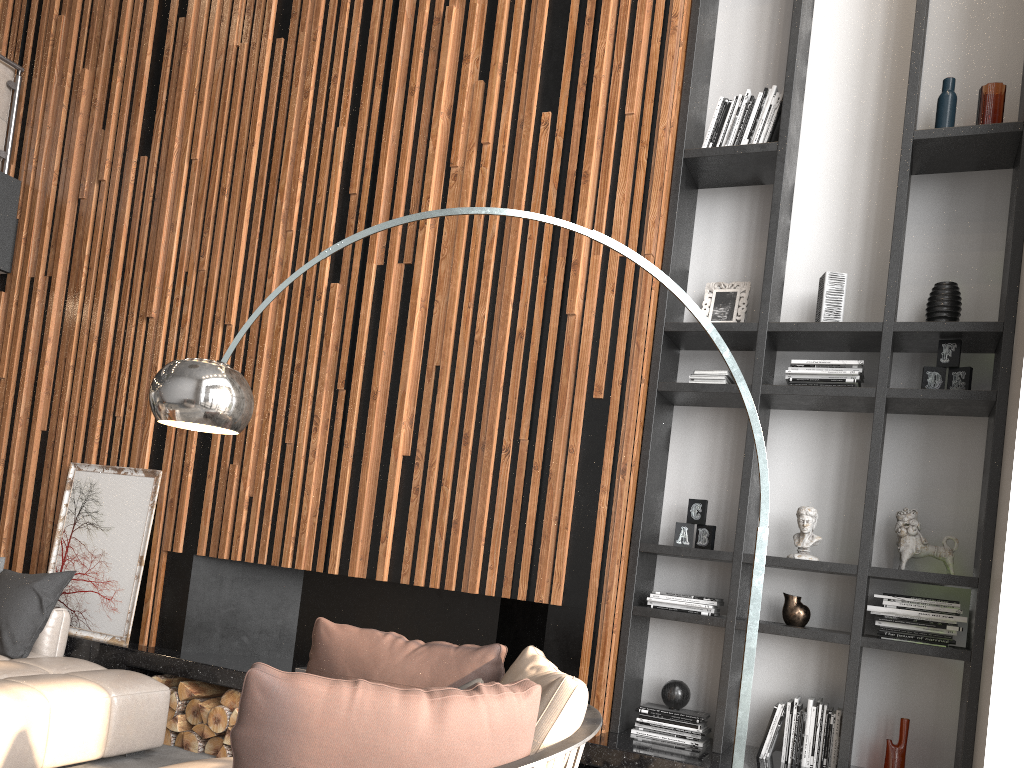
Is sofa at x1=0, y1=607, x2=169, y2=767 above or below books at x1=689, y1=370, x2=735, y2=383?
below

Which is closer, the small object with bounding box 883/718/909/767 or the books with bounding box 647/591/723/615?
the small object with bounding box 883/718/909/767

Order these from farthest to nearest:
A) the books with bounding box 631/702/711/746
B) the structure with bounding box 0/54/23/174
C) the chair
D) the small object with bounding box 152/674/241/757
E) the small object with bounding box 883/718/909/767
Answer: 1. the structure with bounding box 0/54/23/174
2. the small object with bounding box 152/674/241/757
3. the books with bounding box 631/702/711/746
4. the small object with bounding box 883/718/909/767
5. the chair

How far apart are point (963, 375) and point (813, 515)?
0.84m

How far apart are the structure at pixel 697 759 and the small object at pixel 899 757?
0.4 meters

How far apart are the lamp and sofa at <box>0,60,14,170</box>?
4.35m

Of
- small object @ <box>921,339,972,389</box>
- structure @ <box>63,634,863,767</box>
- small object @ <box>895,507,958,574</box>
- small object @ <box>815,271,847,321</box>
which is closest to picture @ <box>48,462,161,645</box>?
structure @ <box>63,634,863,767</box>

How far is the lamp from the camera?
2.7 meters

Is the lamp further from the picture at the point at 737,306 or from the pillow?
the pillow

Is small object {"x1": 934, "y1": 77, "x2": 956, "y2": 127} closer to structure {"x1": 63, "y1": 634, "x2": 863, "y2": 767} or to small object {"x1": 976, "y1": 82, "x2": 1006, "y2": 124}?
small object {"x1": 976, "y1": 82, "x2": 1006, "y2": 124}
